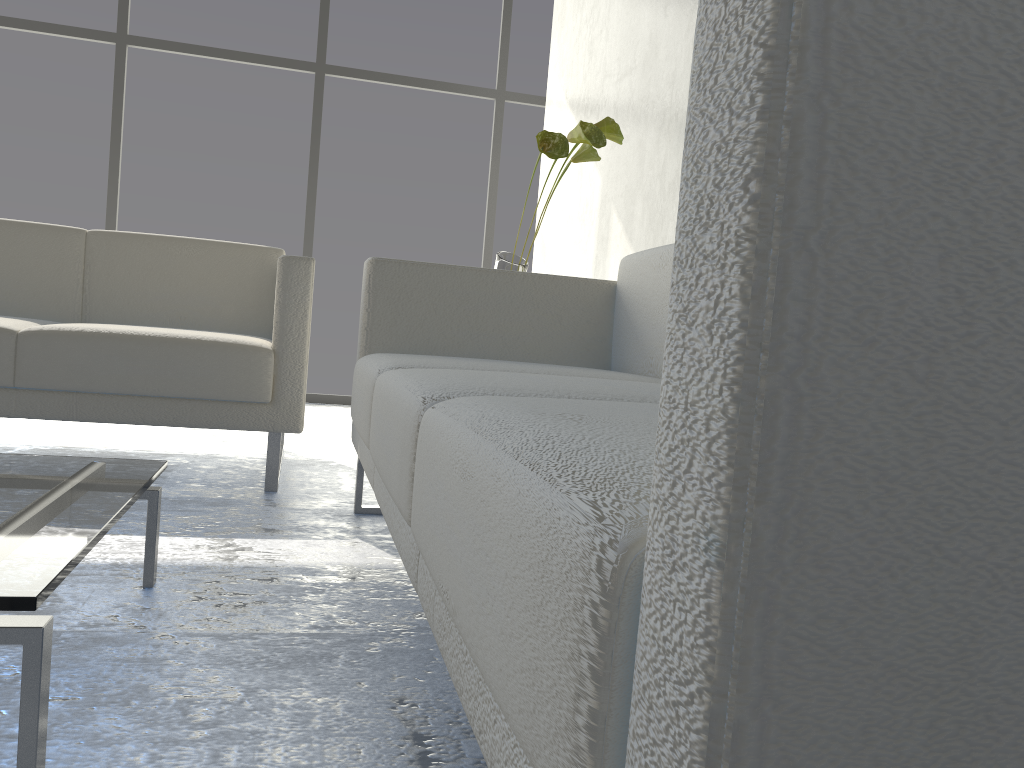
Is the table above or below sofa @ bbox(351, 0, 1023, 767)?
below

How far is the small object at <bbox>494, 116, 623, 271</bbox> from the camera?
2.2m

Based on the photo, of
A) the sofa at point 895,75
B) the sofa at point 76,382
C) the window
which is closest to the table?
the sofa at point 895,75

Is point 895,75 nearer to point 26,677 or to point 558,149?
point 26,677

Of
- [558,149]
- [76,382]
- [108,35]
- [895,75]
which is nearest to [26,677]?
[895,75]

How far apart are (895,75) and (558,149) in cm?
194

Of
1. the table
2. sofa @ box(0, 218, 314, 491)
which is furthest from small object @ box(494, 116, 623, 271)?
the table

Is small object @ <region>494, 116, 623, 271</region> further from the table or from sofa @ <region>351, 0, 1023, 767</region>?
the table

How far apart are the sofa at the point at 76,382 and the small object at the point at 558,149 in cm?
50

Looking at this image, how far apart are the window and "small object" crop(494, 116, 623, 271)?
2.43m
